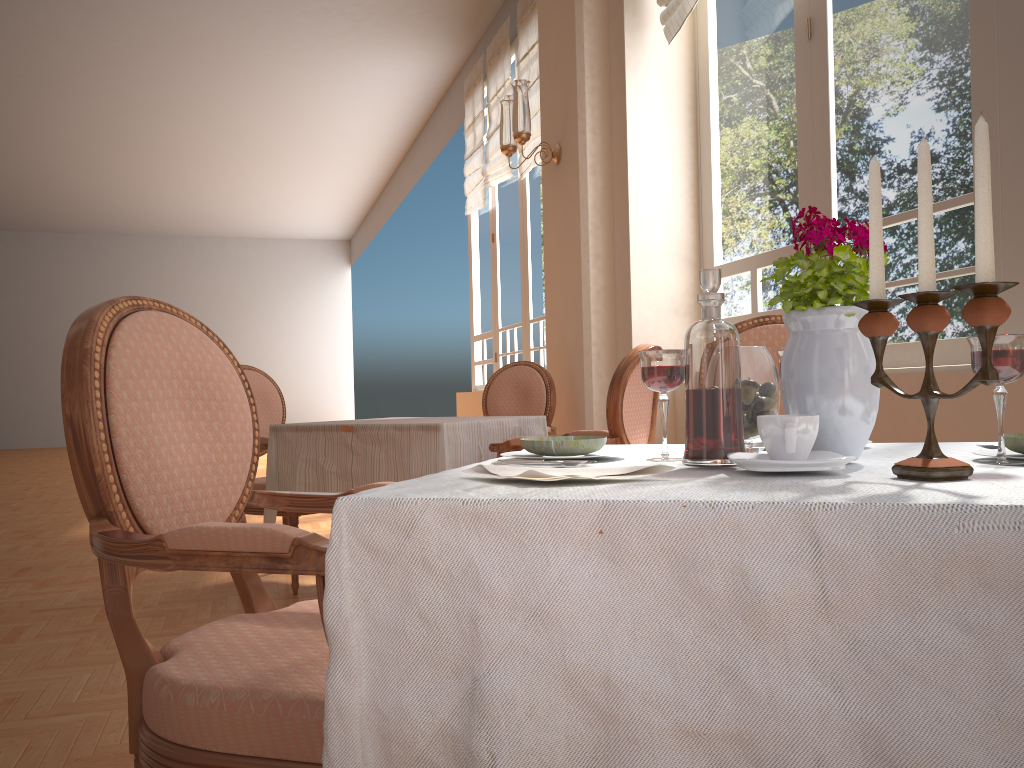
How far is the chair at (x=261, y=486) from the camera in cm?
356

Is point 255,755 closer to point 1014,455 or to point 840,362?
point 840,362

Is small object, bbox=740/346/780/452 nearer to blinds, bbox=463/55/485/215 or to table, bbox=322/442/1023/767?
table, bbox=322/442/1023/767

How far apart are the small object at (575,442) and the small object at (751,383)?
0.2 meters

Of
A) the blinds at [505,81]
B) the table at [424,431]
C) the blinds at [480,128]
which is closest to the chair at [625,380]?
the table at [424,431]

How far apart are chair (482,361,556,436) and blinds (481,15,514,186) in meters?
2.8

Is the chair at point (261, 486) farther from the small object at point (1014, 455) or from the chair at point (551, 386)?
the small object at point (1014, 455)

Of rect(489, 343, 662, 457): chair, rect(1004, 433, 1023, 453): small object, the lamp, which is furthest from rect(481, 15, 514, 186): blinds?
rect(1004, 433, 1023, 453): small object

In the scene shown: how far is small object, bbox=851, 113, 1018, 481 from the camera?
0.8m

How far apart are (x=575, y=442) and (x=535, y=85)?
5.44m
